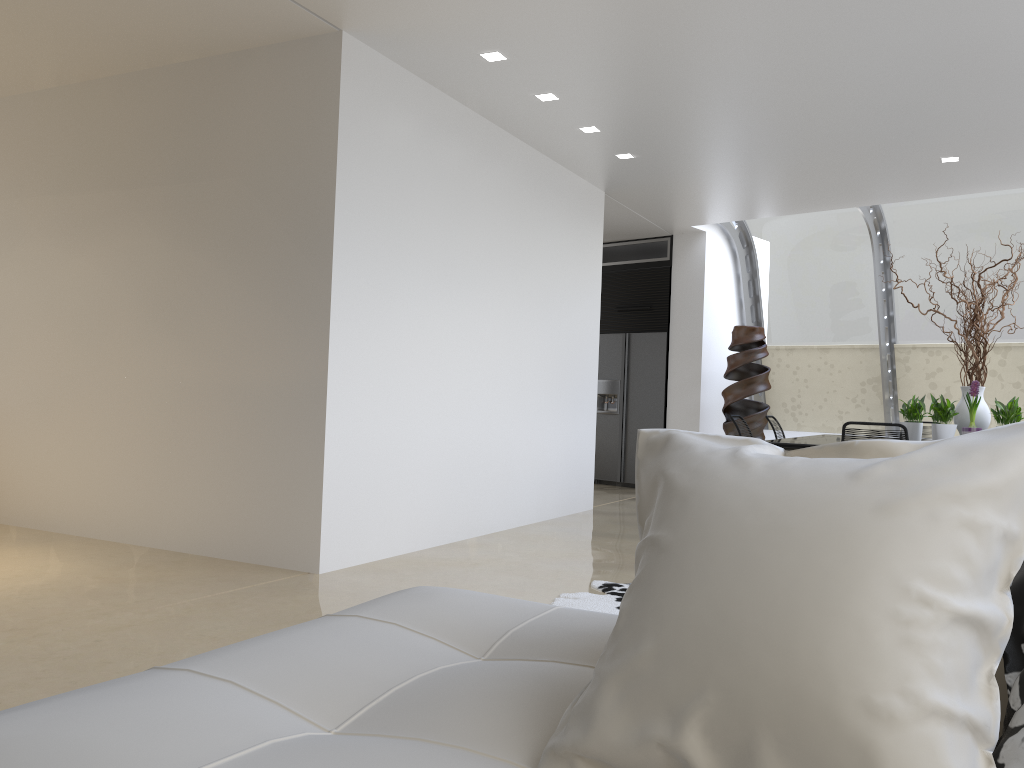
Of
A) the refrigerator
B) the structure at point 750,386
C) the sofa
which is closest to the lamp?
the sofa

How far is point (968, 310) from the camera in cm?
902

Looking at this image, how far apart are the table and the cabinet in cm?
312

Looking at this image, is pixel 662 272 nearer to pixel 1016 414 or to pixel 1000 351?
pixel 1000 351

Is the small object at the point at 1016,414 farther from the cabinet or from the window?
the cabinet

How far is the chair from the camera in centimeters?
498cm

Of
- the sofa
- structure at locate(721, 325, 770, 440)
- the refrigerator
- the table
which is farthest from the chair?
the refrigerator

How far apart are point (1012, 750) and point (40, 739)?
1.17m

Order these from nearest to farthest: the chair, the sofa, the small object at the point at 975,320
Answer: the sofa, the chair, the small object at the point at 975,320

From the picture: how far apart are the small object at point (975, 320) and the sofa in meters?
5.4
